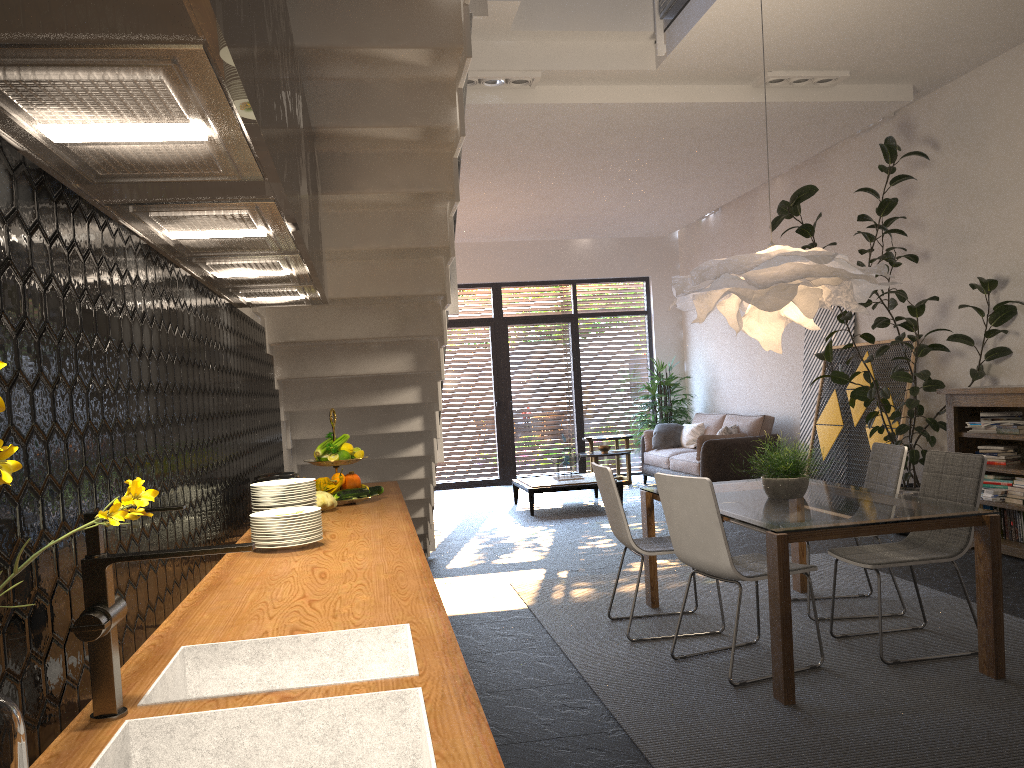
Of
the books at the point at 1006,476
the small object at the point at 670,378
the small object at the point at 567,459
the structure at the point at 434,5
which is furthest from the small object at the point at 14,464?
the small object at the point at 670,378

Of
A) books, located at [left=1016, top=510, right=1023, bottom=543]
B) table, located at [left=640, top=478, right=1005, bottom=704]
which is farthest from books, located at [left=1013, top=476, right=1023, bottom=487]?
table, located at [left=640, top=478, right=1005, bottom=704]

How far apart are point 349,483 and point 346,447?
0.16m

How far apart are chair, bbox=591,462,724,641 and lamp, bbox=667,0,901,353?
0.9m

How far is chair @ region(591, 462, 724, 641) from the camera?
4.6 meters

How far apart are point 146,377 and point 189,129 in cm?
85

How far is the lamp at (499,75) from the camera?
6.23m

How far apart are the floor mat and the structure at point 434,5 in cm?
90

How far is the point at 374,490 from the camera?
3.9m

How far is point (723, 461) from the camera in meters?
9.6 m
